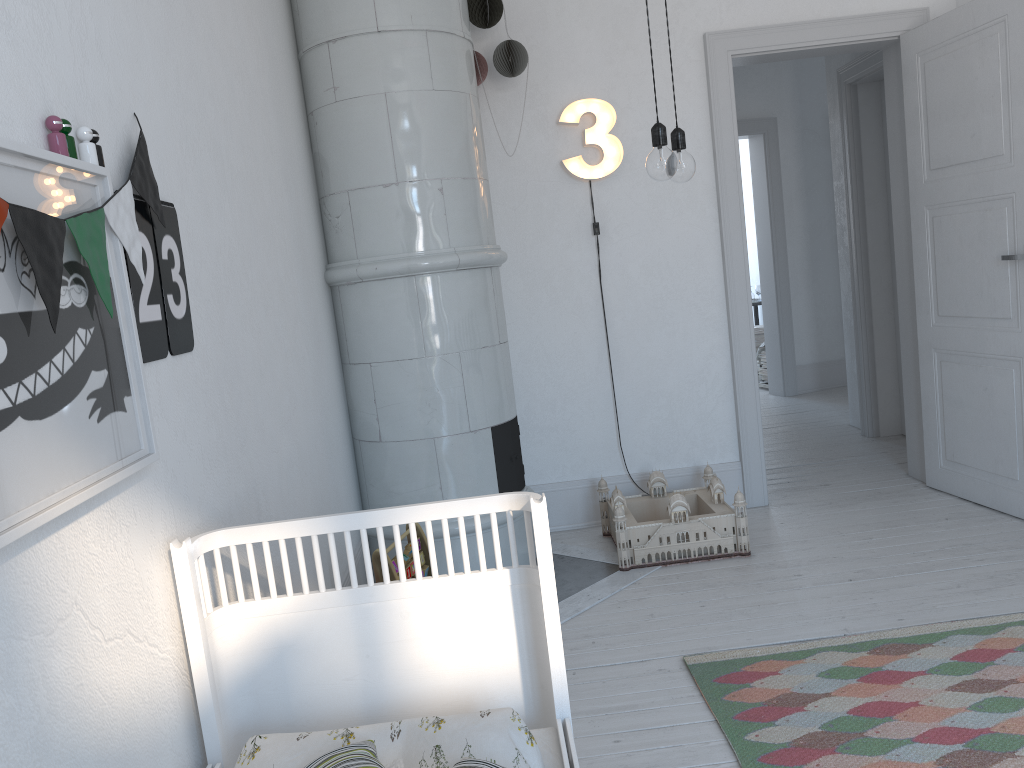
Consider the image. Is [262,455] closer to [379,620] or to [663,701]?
[379,620]

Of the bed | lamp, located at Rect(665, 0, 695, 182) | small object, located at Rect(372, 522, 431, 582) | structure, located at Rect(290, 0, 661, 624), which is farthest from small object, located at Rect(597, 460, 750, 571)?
the bed

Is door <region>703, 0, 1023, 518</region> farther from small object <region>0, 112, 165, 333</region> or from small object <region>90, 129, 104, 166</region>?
small object <region>90, 129, 104, 166</region>

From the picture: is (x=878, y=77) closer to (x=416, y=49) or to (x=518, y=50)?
(x=518, y=50)

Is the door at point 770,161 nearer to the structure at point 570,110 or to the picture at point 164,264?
the structure at point 570,110

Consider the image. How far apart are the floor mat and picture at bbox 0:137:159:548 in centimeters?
152cm

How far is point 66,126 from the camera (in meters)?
1.34

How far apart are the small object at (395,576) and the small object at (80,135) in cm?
163

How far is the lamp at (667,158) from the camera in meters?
2.0 m

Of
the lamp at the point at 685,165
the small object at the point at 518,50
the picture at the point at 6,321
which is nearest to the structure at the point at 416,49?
the small object at the point at 518,50
